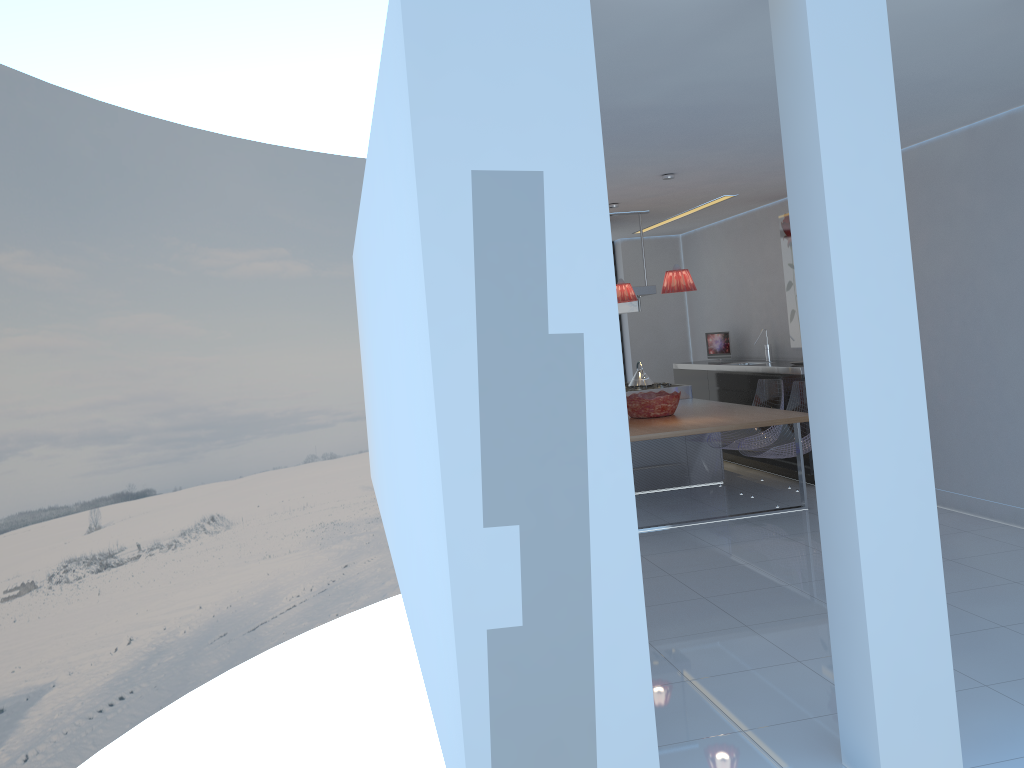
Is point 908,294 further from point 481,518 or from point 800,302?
point 481,518

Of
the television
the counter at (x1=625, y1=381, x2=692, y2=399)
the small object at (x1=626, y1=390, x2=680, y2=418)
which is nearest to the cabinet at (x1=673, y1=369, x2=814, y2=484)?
the television

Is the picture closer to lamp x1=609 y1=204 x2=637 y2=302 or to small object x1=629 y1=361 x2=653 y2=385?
small object x1=629 y1=361 x2=653 y2=385

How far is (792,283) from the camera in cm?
819

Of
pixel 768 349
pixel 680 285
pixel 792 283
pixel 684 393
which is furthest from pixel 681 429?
pixel 768 349

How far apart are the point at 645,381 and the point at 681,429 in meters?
2.6

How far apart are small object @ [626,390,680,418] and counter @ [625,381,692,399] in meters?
1.2 m

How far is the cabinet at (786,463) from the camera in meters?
7.6 m

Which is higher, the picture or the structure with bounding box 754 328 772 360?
the picture

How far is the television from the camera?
9.4 meters
